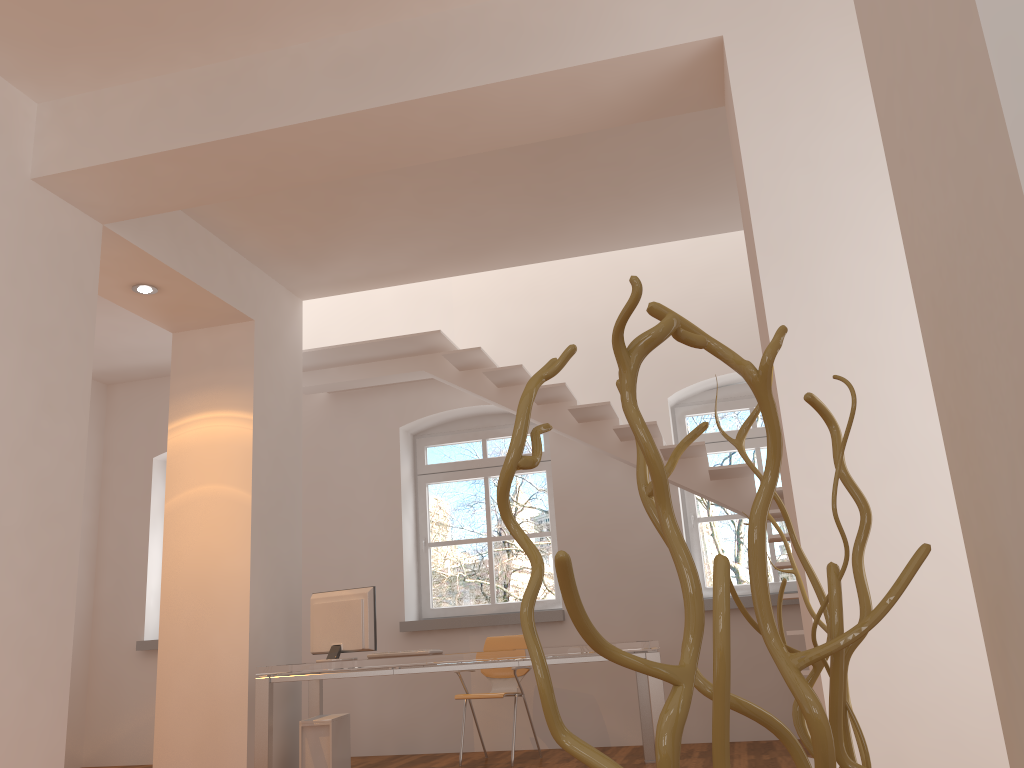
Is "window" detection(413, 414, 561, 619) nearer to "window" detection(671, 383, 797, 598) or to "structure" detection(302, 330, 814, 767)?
"structure" detection(302, 330, 814, 767)

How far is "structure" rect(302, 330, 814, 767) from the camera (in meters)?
6.16

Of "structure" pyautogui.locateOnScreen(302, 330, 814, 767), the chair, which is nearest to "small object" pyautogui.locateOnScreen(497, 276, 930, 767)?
"structure" pyautogui.locateOnScreen(302, 330, 814, 767)

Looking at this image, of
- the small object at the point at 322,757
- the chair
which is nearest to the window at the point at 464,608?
the chair

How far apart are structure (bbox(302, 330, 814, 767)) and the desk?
0.80m

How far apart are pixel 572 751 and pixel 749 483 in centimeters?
578cm

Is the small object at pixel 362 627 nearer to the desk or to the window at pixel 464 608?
the desk

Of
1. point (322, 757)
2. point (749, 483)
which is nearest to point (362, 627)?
point (322, 757)

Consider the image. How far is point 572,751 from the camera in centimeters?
63cm

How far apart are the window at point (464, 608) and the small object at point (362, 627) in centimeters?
207cm
